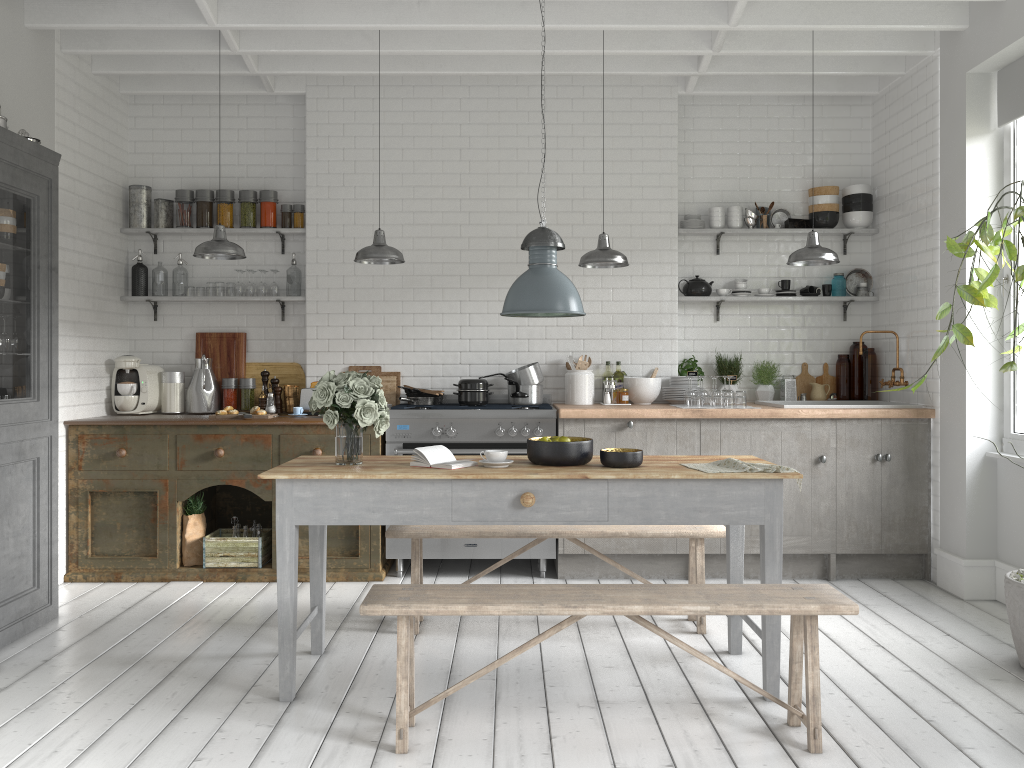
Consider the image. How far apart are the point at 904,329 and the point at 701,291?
1.68m

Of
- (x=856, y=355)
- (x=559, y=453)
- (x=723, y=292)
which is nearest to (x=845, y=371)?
(x=856, y=355)

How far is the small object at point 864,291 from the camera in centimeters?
780cm

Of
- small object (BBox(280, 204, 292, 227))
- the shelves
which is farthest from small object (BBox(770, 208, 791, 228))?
small object (BBox(280, 204, 292, 227))

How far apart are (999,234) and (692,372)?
3.4m

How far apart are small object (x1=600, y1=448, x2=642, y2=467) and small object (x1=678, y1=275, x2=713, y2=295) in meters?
3.4

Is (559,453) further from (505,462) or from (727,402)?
(727,402)

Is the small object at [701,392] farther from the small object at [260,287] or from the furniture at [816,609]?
the small object at [260,287]

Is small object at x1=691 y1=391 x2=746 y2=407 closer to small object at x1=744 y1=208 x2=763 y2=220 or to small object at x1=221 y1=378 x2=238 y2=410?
small object at x1=744 y1=208 x2=763 y2=220

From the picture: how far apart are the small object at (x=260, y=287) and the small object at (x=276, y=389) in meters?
0.8
